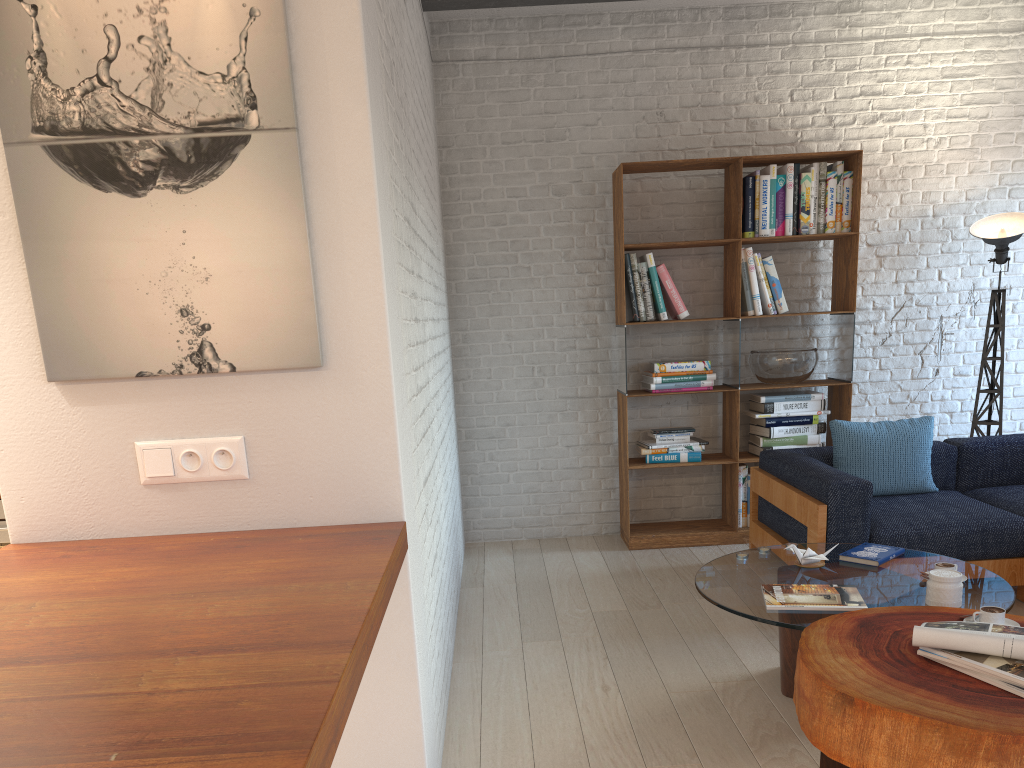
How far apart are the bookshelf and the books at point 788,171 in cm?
5

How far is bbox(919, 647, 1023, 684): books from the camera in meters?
2.1 m

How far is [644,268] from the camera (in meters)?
5.16

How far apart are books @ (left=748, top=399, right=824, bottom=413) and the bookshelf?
0.12m

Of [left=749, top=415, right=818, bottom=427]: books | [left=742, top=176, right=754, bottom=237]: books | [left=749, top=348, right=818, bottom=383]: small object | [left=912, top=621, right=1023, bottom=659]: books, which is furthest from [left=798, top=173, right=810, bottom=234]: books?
[left=912, top=621, right=1023, bottom=659]: books

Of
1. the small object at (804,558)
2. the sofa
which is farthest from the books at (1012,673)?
the sofa

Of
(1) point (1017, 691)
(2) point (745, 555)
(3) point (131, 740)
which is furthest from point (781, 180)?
(3) point (131, 740)

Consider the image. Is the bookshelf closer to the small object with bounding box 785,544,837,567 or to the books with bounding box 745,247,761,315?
the books with bounding box 745,247,761,315

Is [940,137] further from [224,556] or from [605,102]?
[224,556]

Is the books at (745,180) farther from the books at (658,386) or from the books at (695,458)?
the books at (695,458)
